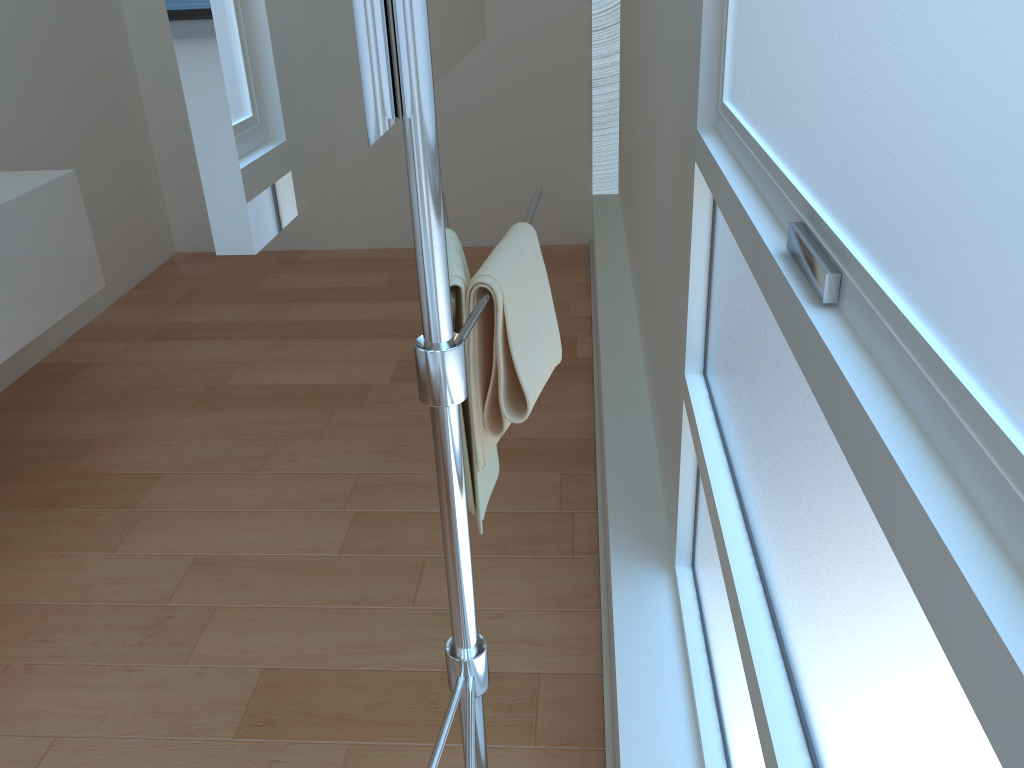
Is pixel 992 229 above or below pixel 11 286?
above

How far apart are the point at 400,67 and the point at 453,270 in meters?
0.4 m

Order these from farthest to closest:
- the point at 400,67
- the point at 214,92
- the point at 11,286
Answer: the point at 11,286 → the point at 400,67 → the point at 214,92

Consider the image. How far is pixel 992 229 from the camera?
0.4 meters

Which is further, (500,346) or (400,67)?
(500,346)

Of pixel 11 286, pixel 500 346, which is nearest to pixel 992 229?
pixel 500 346

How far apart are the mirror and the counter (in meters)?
1.71

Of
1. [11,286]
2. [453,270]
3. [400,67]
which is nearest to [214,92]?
[400,67]

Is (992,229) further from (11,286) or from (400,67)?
(11,286)

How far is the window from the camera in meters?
0.4
